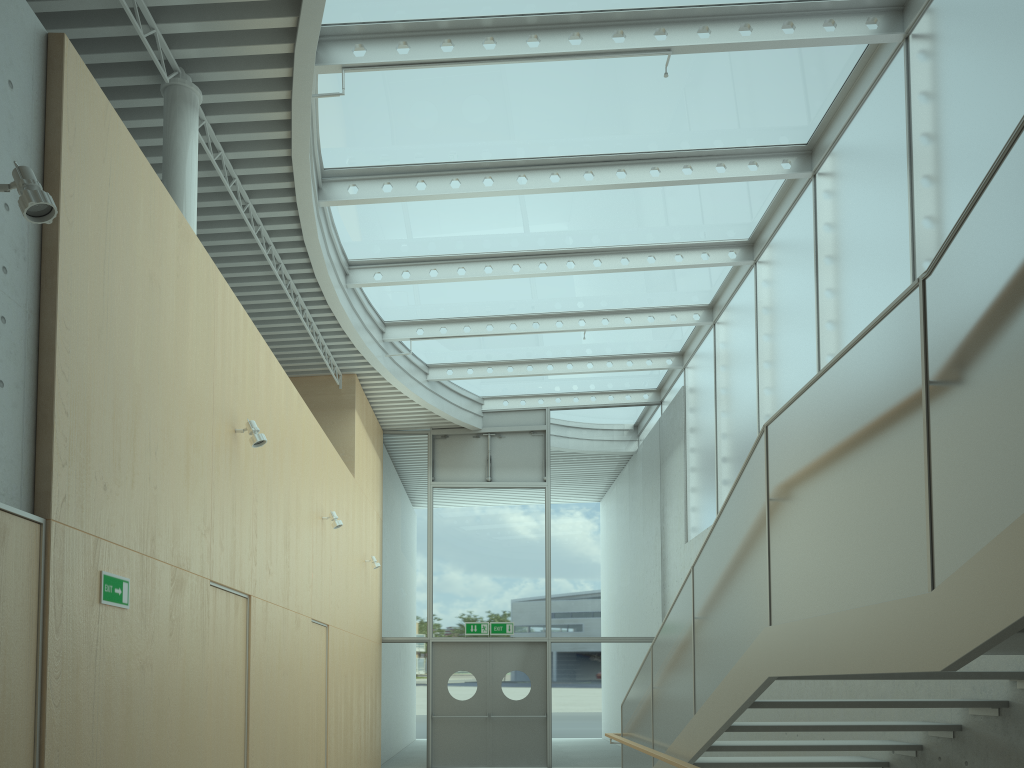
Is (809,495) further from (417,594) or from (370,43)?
(417,594)

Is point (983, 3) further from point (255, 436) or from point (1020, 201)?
point (255, 436)

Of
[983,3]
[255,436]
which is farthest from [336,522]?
[983,3]

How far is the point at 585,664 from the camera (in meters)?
13.58

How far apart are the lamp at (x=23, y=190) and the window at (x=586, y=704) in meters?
11.2

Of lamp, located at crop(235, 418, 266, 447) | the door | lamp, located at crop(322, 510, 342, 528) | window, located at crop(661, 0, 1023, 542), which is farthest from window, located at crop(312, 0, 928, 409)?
the door

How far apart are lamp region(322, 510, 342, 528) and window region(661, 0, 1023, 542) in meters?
4.7

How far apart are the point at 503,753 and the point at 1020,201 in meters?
12.5

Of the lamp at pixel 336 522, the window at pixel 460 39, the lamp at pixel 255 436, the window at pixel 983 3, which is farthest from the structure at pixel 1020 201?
the window at pixel 460 39

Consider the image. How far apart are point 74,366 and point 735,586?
3.5 meters
